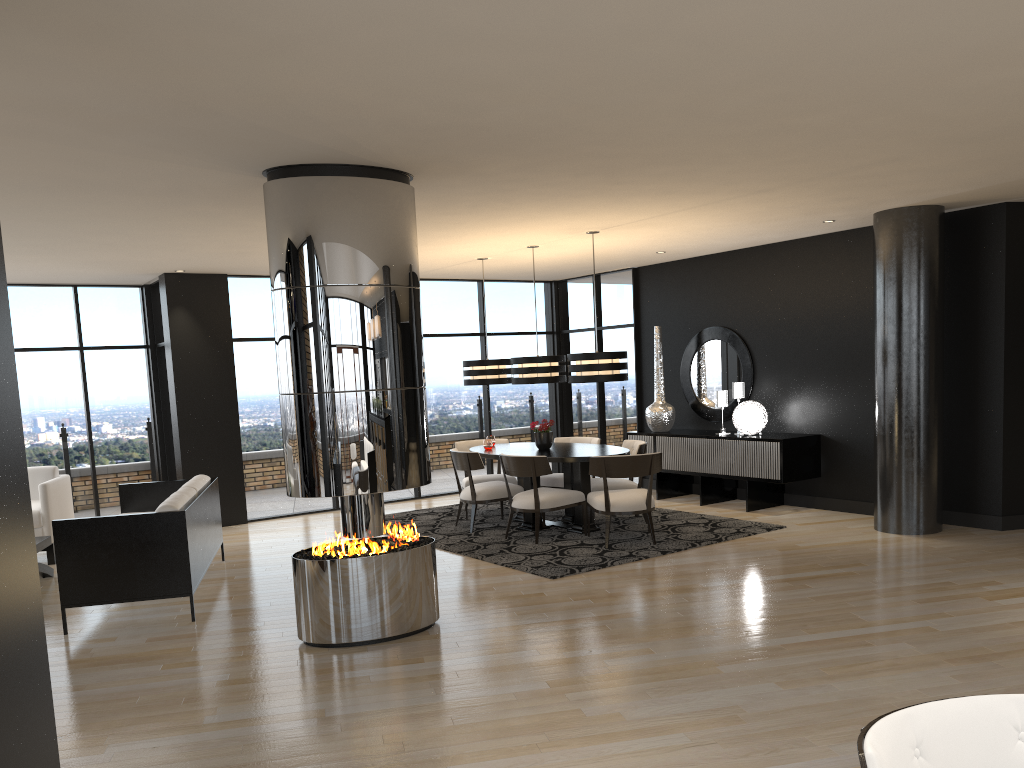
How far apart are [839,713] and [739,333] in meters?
6.3

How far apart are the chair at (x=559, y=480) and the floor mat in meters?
0.3

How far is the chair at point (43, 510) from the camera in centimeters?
791cm

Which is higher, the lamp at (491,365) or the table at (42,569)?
the lamp at (491,365)

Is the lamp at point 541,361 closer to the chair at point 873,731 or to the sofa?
the sofa

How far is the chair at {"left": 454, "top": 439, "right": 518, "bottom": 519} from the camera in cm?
925

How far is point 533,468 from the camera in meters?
7.7

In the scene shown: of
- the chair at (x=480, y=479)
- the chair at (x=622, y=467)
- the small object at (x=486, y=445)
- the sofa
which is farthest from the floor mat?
the sofa

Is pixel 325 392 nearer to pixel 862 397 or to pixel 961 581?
pixel 961 581

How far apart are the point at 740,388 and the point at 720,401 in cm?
26
